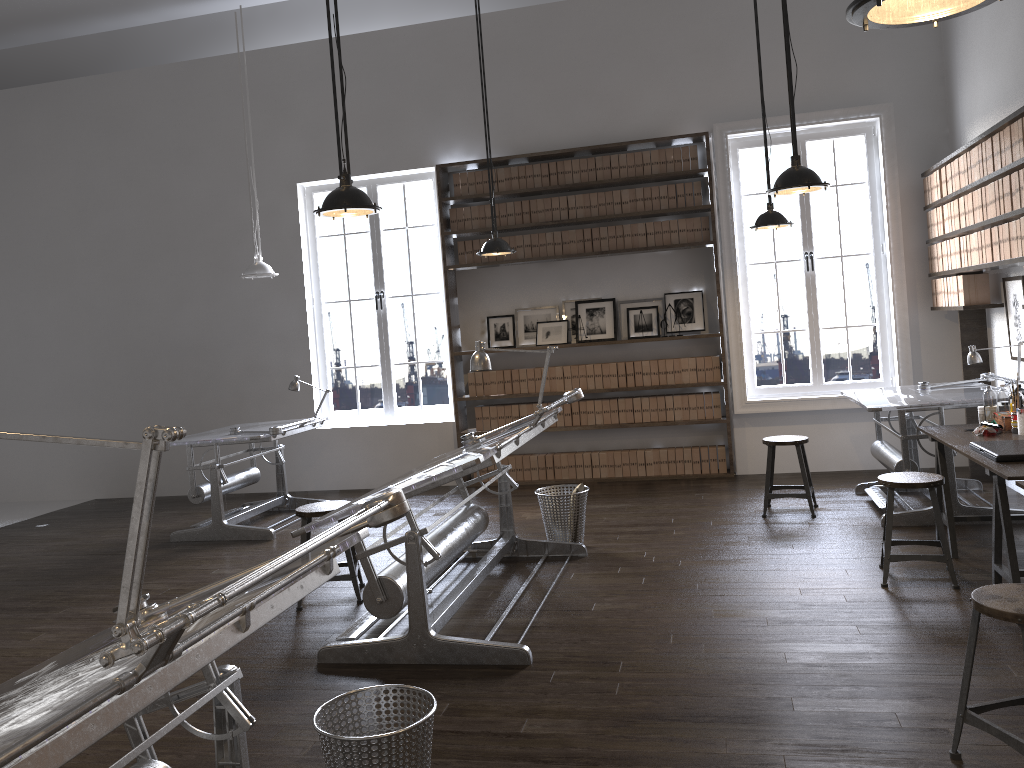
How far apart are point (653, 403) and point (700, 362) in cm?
55

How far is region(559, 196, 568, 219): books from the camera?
7.95m

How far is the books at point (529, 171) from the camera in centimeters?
800cm

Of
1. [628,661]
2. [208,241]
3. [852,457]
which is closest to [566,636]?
[628,661]

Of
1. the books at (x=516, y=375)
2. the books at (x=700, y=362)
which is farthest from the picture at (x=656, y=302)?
the books at (x=516, y=375)

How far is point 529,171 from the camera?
8.0m

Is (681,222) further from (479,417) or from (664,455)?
(479,417)

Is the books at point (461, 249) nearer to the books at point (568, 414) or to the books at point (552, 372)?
the books at point (552, 372)

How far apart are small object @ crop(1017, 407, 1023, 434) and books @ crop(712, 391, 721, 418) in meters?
3.2

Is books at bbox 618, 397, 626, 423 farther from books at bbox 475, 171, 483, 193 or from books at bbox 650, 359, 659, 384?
books at bbox 475, 171, 483, 193
